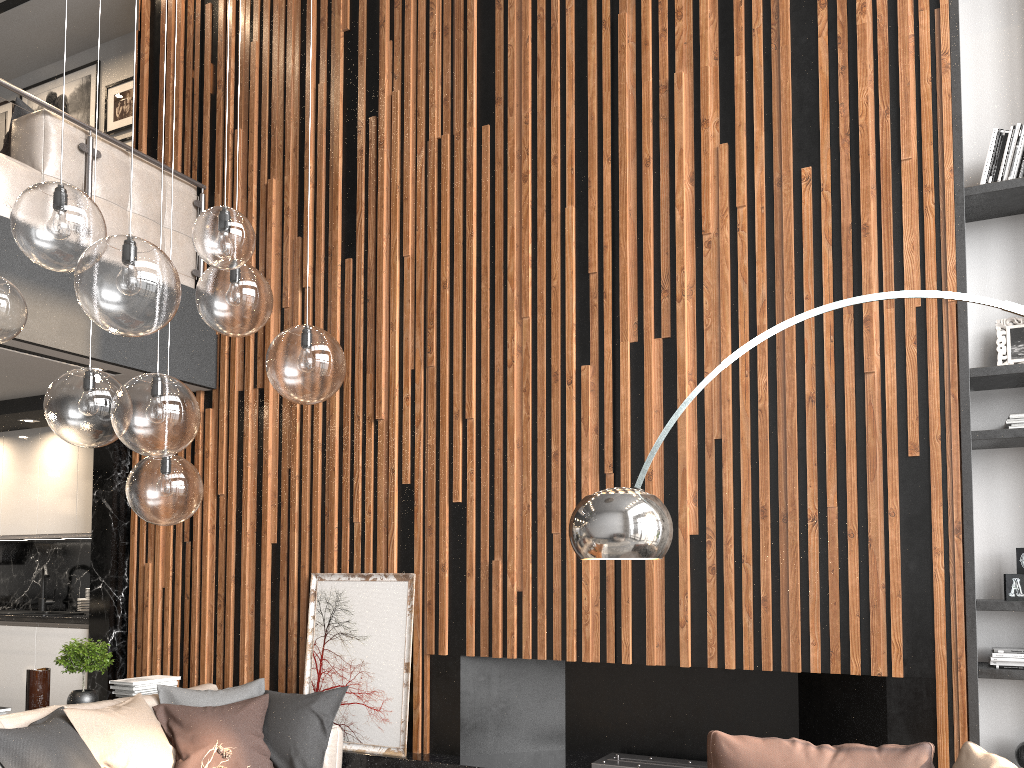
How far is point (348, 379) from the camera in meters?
5.3 m

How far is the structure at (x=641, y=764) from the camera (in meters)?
4.24

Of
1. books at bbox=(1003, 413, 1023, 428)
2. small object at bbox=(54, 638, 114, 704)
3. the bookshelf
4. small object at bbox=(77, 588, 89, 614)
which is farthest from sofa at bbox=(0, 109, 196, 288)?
books at bbox=(1003, 413, 1023, 428)

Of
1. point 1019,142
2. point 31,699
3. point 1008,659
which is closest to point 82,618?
point 31,699

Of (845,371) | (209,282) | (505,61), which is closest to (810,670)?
(845,371)

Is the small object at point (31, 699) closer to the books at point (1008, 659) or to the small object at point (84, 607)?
the small object at point (84, 607)

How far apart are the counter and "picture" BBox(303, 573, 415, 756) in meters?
1.9 m

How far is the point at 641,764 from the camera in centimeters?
424cm

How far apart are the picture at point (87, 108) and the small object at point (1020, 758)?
7.7m

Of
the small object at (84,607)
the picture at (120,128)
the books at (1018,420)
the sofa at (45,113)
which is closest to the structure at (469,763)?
the books at (1018,420)
